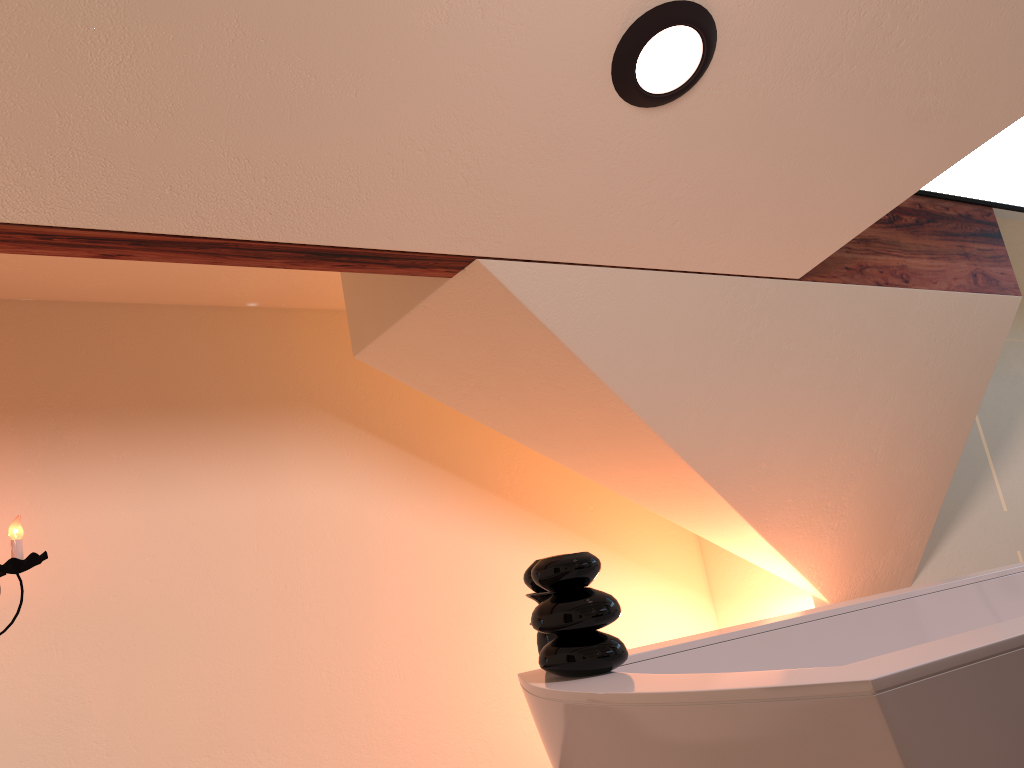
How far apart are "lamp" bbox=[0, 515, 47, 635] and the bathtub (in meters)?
1.31

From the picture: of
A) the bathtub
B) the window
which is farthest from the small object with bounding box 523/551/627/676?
the window

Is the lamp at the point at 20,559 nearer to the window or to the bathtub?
the bathtub

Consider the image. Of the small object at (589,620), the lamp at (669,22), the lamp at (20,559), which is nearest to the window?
the lamp at (669,22)

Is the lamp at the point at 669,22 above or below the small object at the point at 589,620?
above

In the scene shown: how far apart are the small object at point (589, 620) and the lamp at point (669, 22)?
1.0 meters

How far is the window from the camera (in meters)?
3.31

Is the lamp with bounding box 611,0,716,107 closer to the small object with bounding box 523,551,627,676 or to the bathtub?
the small object with bounding box 523,551,627,676

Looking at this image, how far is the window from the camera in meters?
3.3

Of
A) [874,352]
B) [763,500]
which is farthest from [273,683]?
[874,352]
